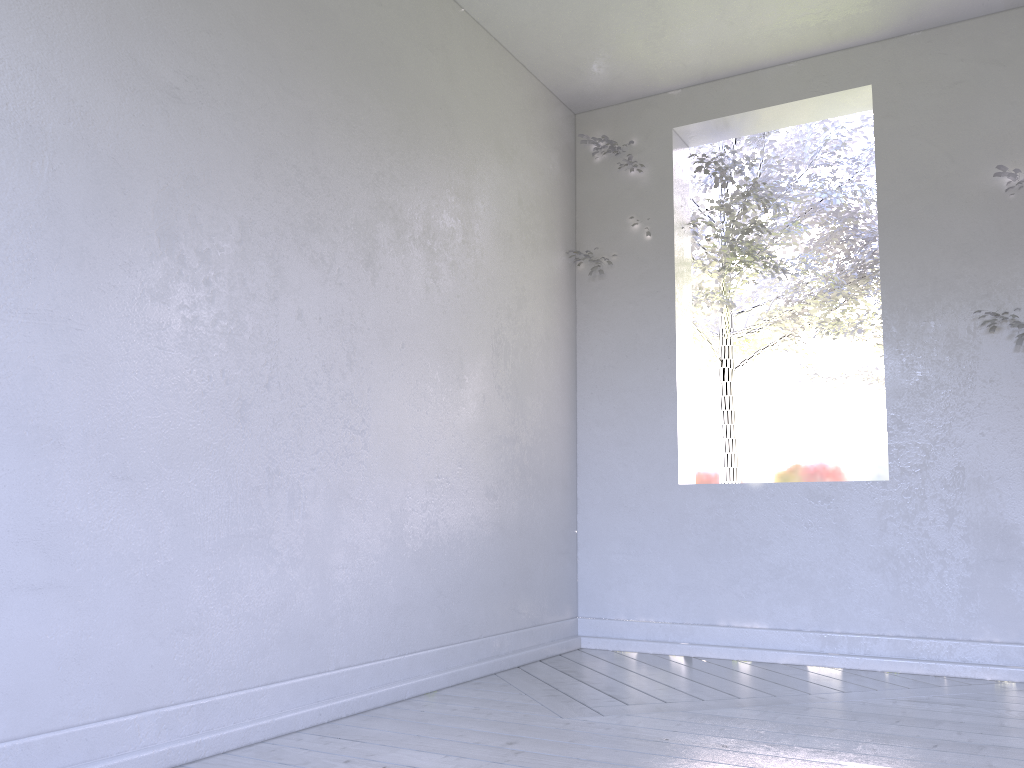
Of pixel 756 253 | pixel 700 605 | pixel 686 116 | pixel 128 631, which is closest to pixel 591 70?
pixel 686 116
